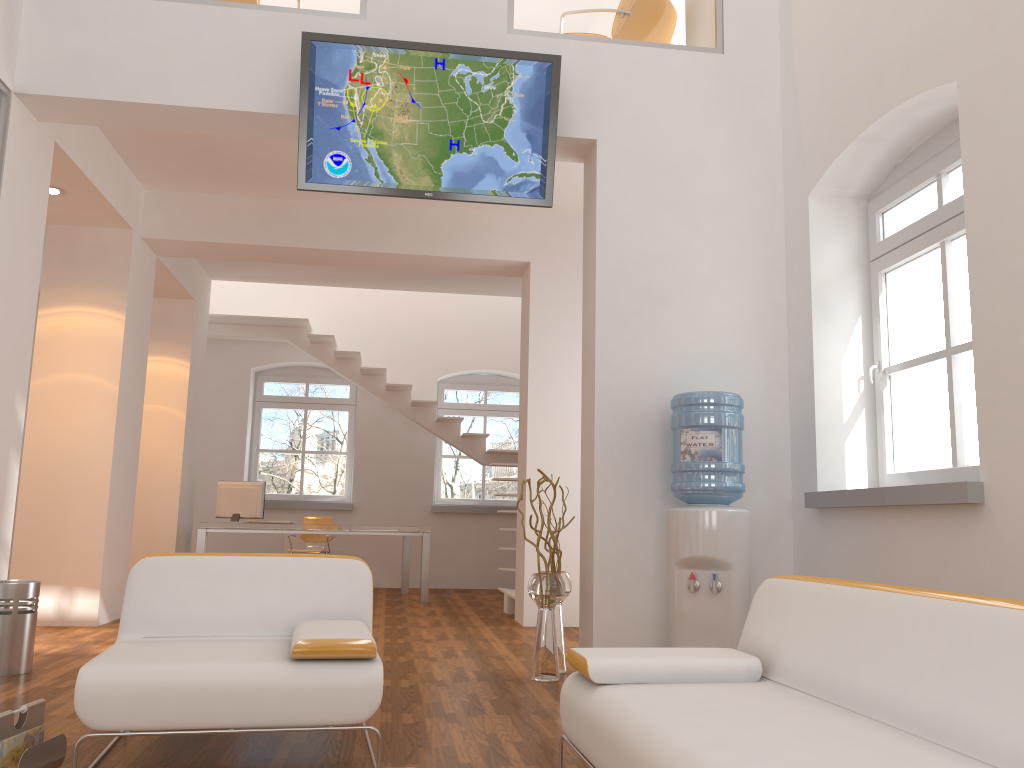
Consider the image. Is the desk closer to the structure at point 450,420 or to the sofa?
the structure at point 450,420

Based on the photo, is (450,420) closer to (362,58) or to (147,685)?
(362,58)

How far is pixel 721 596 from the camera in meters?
4.3 m

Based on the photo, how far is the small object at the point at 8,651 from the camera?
4.42m

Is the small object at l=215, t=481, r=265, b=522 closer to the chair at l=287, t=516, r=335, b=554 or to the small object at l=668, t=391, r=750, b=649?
the chair at l=287, t=516, r=335, b=554

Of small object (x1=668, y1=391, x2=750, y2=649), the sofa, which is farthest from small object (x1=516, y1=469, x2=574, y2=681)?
the sofa

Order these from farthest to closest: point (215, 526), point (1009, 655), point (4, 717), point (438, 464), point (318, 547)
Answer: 1. point (438, 464)
2. point (318, 547)
3. point (215, 526)
4. point (4, 717)
5. point (1009, 655)

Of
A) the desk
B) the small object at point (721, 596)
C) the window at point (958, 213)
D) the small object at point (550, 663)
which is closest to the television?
the small object at point (721, 596)

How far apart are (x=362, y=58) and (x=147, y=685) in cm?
335

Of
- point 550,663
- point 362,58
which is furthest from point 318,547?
point 362,58
